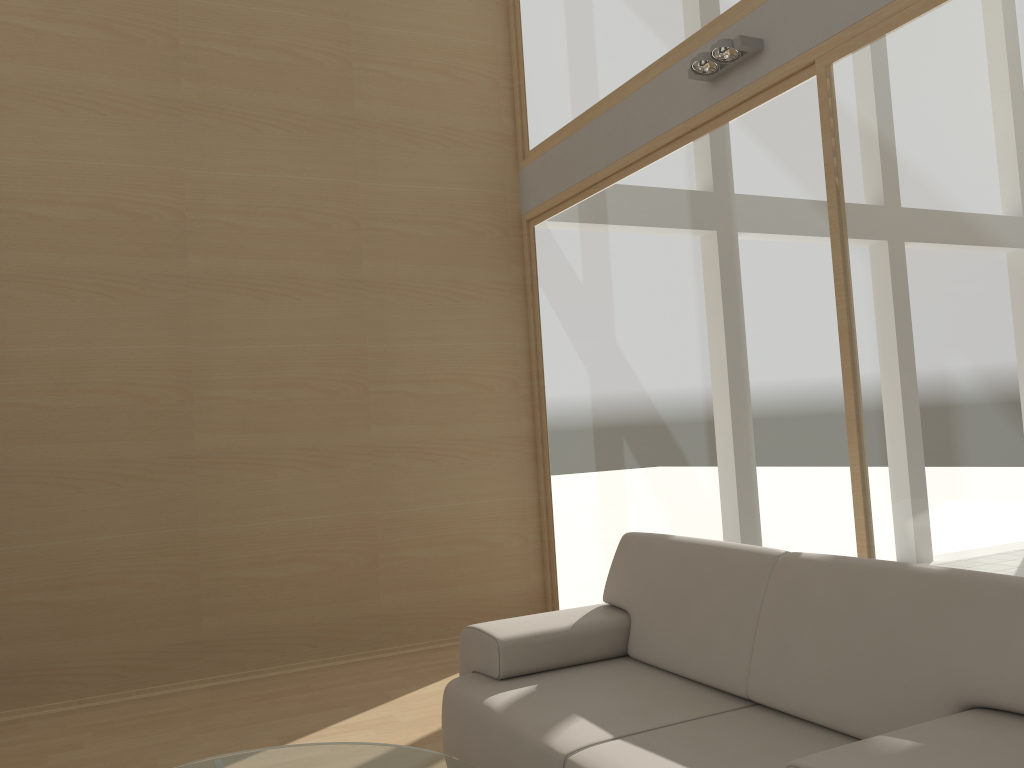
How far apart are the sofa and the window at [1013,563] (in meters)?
0.77

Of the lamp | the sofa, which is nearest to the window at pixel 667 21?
the lamp

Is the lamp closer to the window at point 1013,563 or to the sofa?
the window at point 1013,563

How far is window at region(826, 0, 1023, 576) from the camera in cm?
282

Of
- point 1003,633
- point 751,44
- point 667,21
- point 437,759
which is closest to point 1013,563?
point 1003,633

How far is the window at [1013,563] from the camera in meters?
2.8 m

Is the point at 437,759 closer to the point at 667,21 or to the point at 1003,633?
the point at 1003,633

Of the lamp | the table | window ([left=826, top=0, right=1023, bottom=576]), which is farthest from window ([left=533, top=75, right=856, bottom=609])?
the table

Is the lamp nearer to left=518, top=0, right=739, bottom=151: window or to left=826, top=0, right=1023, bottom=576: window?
left=518, top=0, right=739, bottom=151: window

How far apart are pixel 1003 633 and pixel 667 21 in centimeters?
343cm
